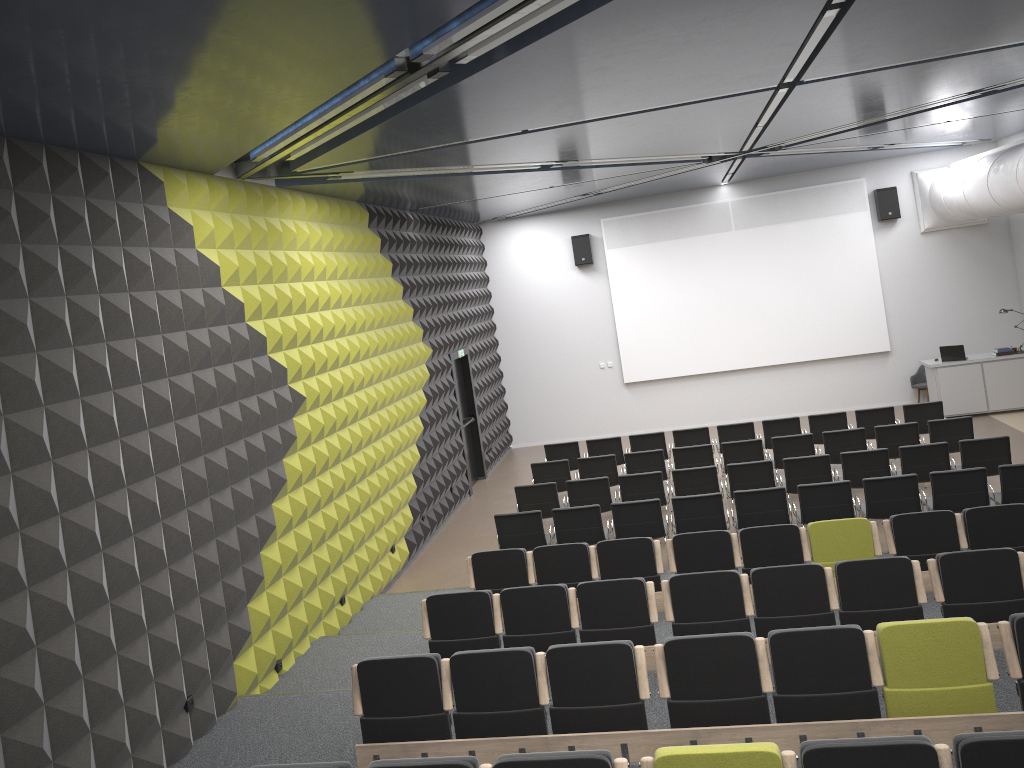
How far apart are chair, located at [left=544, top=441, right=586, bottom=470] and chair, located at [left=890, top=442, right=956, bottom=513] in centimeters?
501cm

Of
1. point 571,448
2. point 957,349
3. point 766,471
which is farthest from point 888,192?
point 766,471

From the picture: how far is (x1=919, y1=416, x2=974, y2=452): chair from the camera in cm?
1165

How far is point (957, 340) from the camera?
17.2m

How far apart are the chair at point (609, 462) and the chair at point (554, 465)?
0.2m

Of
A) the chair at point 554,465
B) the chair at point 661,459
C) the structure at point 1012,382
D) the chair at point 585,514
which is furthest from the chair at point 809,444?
the structure at point 1012,382

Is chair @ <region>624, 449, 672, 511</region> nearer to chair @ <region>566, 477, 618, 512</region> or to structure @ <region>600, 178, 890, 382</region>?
chair @ <region>566, 477, 618, 512</region>

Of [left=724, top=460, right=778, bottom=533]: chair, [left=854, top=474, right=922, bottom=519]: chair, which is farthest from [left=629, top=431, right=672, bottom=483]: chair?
[left=854, top=474, right=922, bottom=519]: chair

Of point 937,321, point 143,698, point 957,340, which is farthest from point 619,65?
point 957,340

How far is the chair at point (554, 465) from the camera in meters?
12.7
